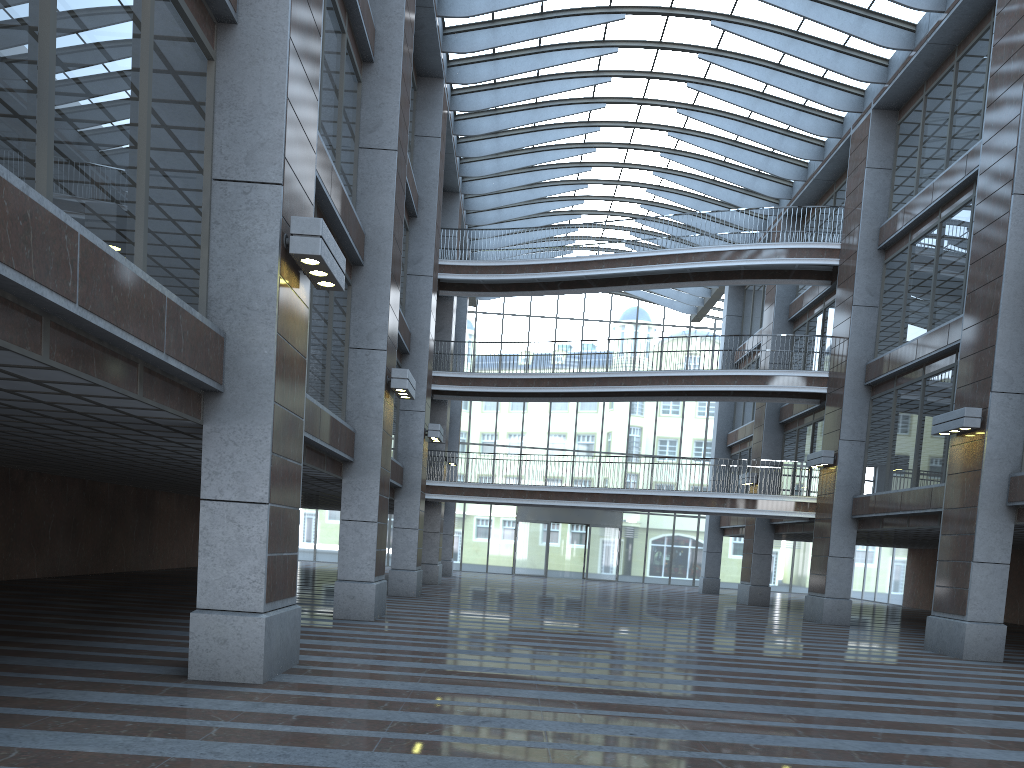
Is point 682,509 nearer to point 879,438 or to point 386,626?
point 386,626
